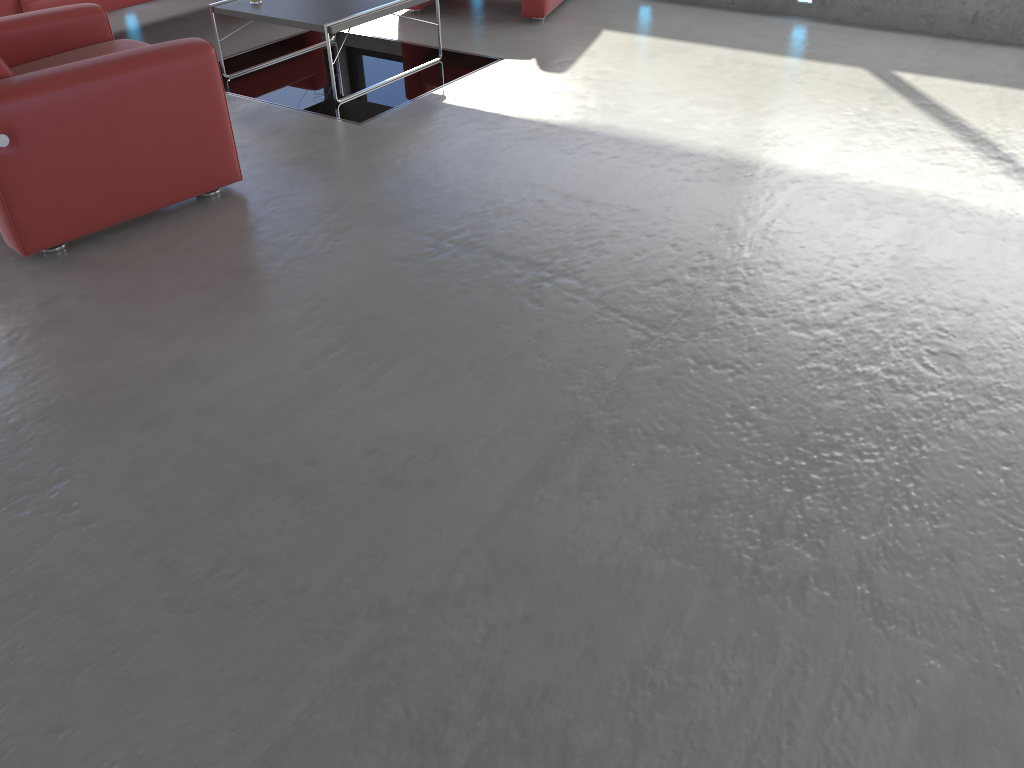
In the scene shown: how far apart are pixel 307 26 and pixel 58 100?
1.90m

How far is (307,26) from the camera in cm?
494

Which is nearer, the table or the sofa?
the table

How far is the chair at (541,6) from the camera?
6.4 meters

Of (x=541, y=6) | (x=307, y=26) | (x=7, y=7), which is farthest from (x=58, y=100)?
(x=541, y=6)

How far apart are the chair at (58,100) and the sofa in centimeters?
121cm

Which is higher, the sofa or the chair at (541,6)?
the sofa

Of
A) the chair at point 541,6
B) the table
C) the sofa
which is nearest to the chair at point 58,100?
the table

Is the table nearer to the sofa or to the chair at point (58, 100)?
the sofa

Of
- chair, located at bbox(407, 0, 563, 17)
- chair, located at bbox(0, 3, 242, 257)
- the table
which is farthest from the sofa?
chair, located at bbox(407, 0, 563, 17)
